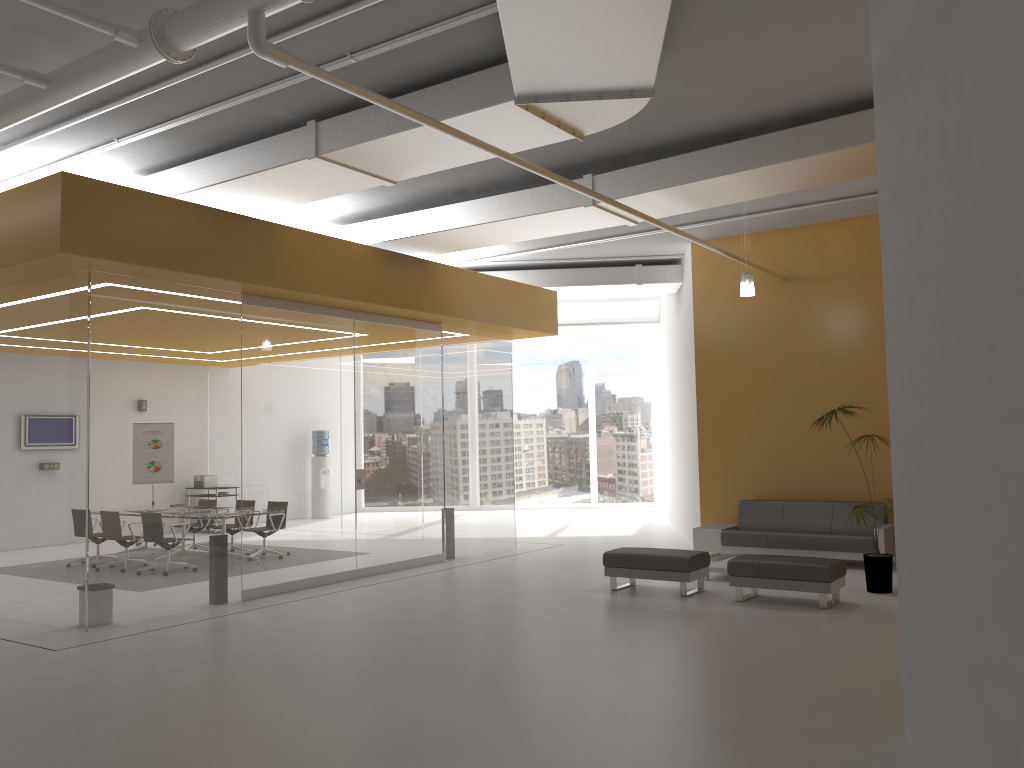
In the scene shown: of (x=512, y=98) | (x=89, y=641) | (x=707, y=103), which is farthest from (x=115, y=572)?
(x=707, y=103)

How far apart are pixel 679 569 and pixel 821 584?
1.4 meters

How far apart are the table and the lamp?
3.16m

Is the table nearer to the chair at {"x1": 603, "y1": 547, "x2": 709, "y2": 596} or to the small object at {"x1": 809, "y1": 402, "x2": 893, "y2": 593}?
the chair at {"x1": 603, "y1": 547, "x2": 709, "y2": 596}

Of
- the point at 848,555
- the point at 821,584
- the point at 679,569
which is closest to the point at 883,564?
the point at 821,584

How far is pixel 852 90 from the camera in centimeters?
744cm

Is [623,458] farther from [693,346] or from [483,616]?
[483,616]

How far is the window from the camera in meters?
21.0

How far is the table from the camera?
10.0m

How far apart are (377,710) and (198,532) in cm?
429
